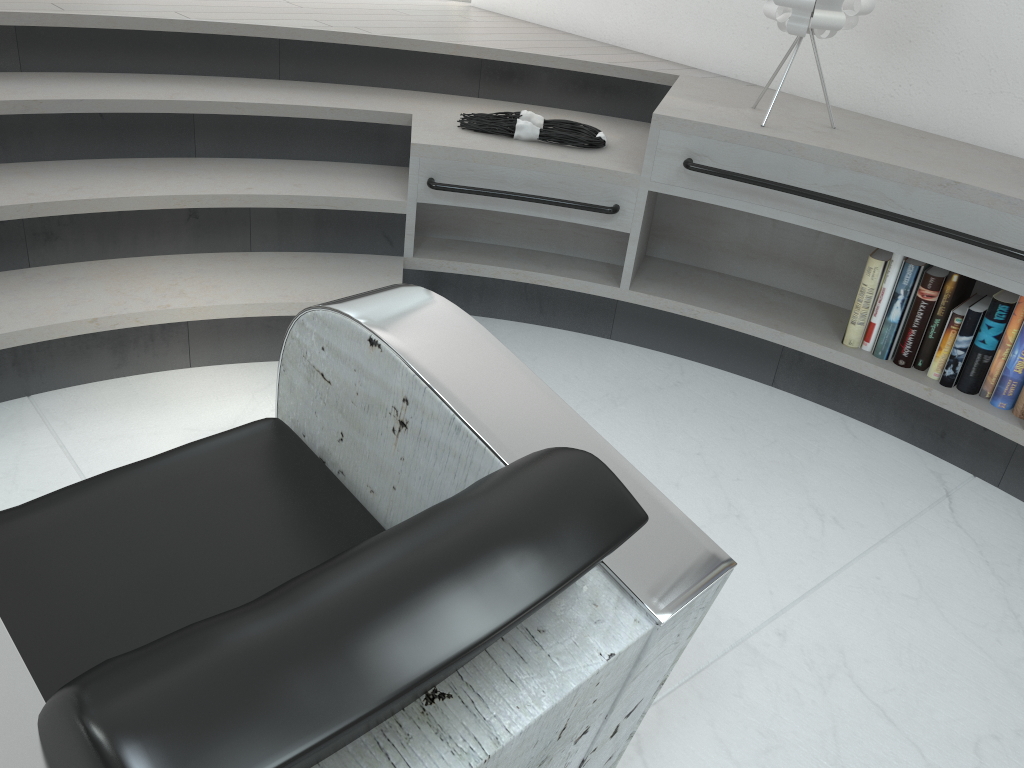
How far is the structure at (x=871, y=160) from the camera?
2.2 meters

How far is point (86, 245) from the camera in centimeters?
235cm

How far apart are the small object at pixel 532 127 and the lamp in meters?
0.6 m

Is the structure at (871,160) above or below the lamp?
below

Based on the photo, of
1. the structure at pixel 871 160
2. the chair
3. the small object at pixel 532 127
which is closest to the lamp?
the structure at pixel 871 160

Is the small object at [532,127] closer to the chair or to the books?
the books

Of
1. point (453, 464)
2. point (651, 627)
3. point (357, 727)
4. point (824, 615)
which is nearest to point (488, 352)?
point (453, 464)

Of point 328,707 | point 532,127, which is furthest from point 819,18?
point 328,707

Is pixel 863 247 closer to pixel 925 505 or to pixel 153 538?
pixel 925 505

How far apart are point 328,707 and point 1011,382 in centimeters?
212cm
